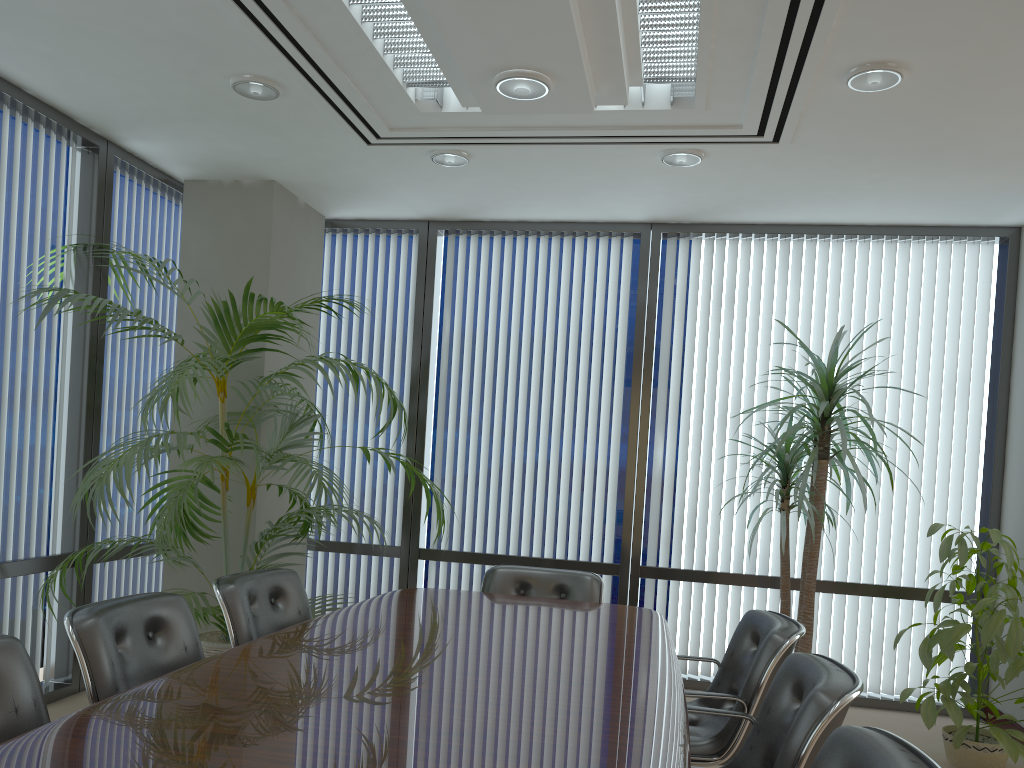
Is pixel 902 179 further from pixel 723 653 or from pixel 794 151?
pixel 723 653

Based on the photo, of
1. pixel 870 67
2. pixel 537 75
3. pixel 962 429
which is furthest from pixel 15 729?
pixel 962 429

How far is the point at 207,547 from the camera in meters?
5.4

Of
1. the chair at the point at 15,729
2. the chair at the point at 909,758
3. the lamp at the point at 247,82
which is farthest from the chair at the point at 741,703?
the lamp at the point at 247,82

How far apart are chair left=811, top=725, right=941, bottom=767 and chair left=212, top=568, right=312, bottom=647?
2.33m

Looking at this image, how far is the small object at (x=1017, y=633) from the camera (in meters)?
4.15

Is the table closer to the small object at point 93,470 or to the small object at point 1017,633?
the small object at point 93,470

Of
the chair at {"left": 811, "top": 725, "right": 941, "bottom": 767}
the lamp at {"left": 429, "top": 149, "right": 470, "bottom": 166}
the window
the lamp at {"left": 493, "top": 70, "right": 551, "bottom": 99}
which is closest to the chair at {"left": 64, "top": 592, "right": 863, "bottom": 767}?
the chair at {"left": 811, "top": 725, "right": 941, "bottom": 767}

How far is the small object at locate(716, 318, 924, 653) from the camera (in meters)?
4.68

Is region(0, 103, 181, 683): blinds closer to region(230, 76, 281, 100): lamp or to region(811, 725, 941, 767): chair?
region(230, 76, 281, 100): lamp
